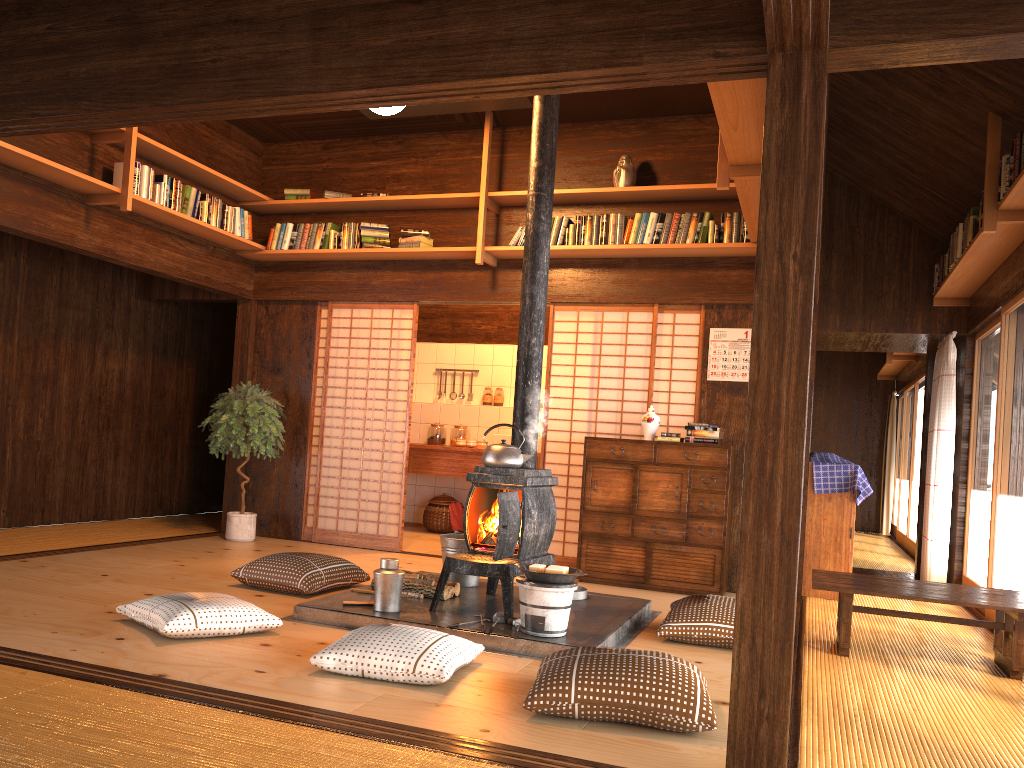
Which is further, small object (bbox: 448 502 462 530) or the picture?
small object (bbox: 448 502 462 530)

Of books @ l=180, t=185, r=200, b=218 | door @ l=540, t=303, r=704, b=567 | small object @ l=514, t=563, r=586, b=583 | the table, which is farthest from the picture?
books @ l=180, t=185, r=200, b=218

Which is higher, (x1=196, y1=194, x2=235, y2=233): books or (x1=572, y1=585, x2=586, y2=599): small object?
(x1=196, y1=194, x2=235, y2=233): books

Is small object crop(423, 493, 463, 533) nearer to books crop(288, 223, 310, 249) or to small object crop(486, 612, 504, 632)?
books crop(288, 223, 310, 249)

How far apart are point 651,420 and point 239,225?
3.5 meters

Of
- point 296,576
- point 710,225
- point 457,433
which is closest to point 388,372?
point 457,433

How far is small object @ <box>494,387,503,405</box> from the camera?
9.27m

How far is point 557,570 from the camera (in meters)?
4.04

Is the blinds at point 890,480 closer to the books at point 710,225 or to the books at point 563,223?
the books at point 710,225

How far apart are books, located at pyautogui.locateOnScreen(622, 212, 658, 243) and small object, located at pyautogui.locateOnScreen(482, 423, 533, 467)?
2.32m
